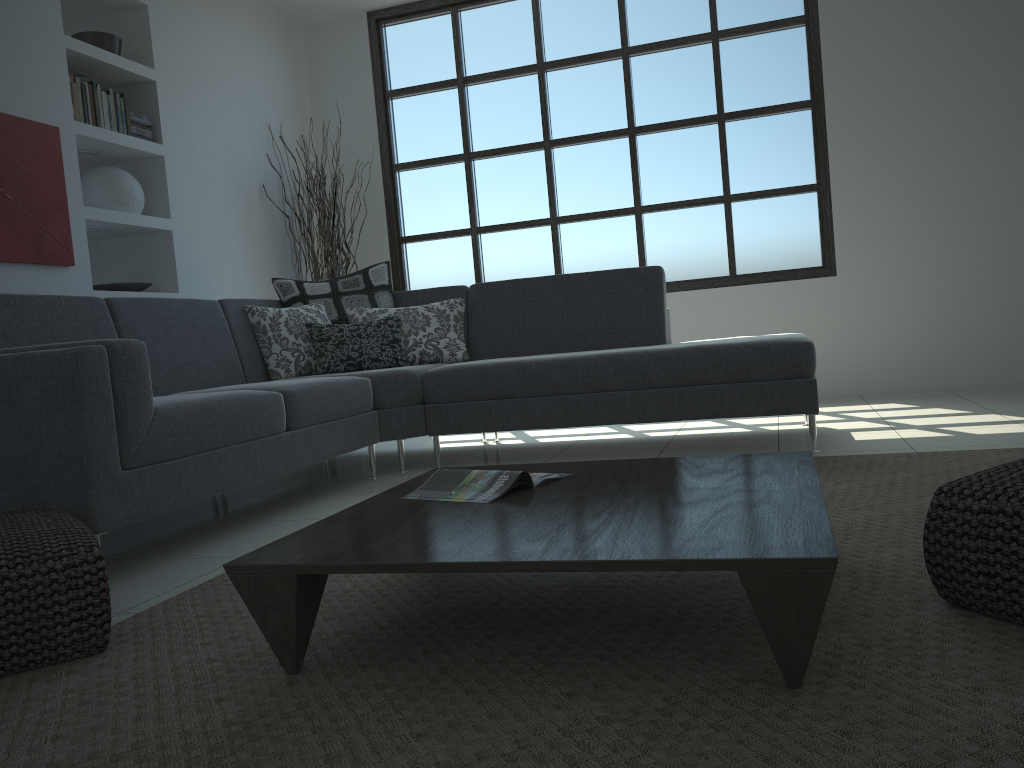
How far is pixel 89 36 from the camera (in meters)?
4.64

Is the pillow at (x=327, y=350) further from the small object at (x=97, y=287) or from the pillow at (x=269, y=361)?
the small object at (x=97, y=287)

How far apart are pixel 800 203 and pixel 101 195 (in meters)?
4.18

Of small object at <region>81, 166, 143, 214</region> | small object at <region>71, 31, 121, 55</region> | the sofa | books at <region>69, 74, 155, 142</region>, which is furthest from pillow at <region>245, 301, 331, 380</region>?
small object at <region>71, 31, 121, 55</region>

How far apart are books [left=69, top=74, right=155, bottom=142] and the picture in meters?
0.2 m

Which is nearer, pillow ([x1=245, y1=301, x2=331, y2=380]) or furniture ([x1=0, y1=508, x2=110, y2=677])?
furniture ([x1=0, y1=508, x2=110, y2=677])

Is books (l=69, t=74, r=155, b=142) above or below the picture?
above

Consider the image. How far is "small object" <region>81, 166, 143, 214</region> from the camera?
4.6m

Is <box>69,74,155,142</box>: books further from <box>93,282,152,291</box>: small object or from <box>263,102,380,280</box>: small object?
<box>263,102,380,280</box>: small object

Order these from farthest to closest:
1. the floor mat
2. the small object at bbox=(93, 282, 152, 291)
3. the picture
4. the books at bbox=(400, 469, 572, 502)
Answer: the small object at bbox=(93, 282, 152, 291)
the picture
the books at bbox=(400, 469, 572, 502)
the floor mat
